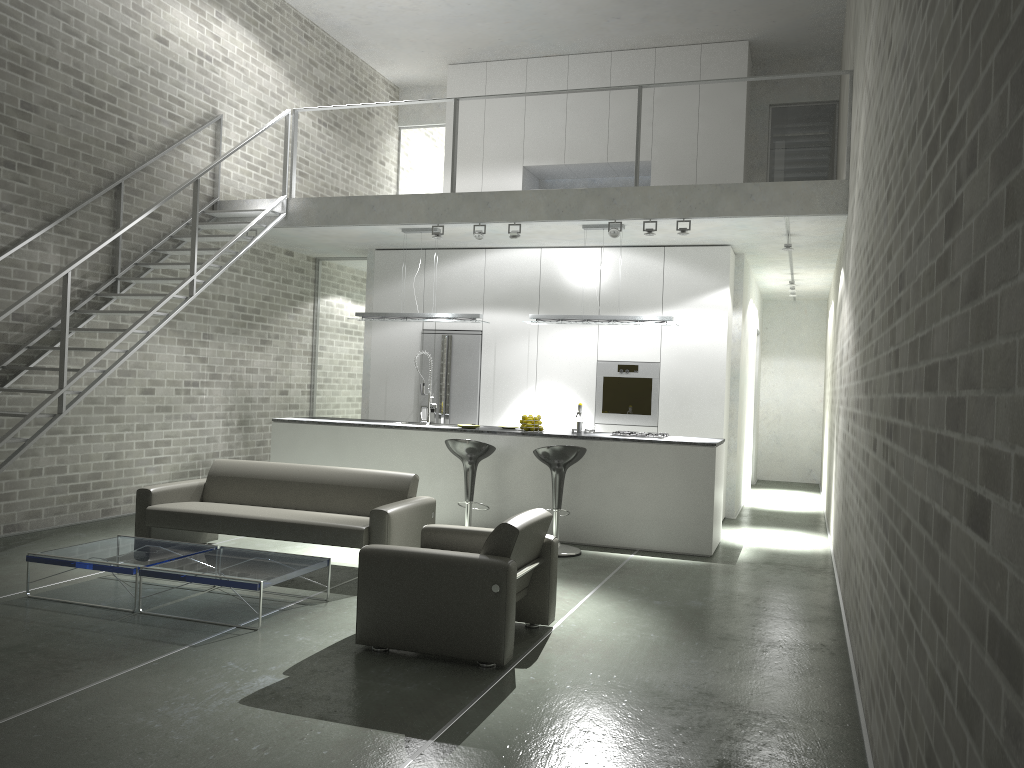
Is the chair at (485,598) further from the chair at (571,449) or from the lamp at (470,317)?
the lamp at (470,317)

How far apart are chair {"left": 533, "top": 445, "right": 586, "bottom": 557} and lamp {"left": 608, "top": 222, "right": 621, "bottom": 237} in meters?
2.2

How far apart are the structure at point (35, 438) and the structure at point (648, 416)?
3.78m

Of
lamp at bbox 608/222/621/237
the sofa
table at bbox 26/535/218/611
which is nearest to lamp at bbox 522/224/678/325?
lamp at bbox 608/222/621/237

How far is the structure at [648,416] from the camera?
9.67m

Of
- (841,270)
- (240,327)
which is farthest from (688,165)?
(240,327)

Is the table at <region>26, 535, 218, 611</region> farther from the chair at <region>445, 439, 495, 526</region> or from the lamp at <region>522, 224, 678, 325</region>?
the lamp at <region>522, 224, 678, 325</region>

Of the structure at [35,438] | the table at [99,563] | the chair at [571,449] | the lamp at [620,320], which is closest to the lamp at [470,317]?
the lamp at [620,320]

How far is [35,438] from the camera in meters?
6.4 m

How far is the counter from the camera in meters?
7.7 m
